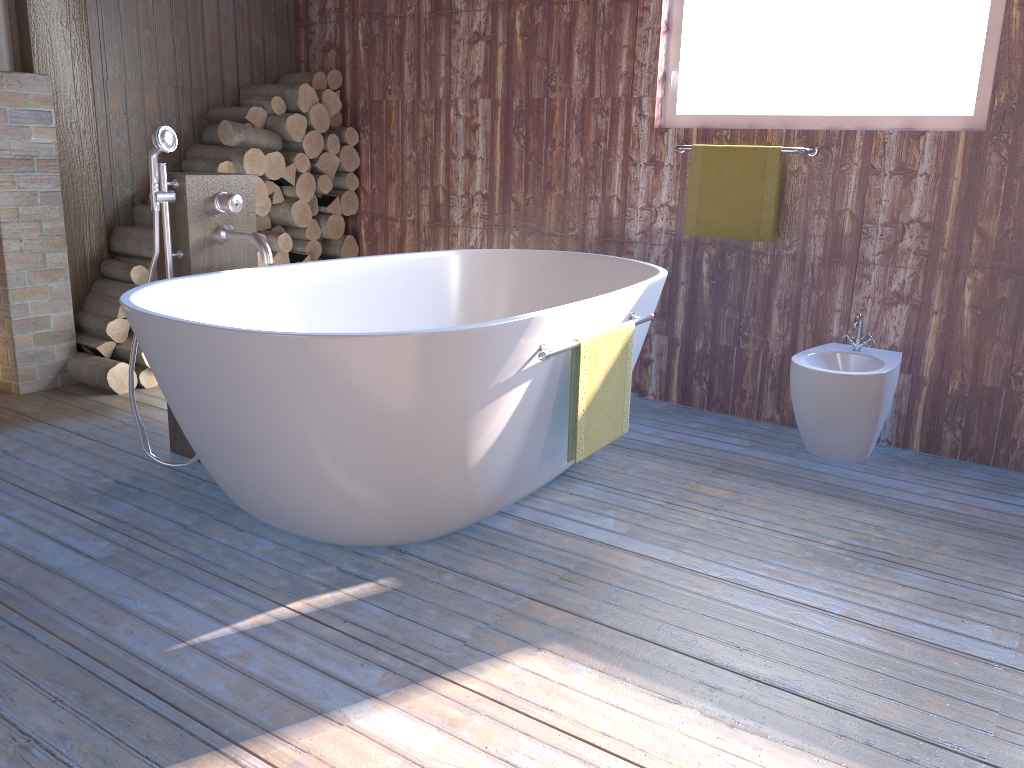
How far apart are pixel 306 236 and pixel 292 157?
0.4 meters

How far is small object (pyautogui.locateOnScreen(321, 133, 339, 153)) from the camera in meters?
4.5 m

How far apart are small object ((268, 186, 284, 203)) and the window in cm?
195

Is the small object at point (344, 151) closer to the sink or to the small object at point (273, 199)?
the small object at point (273, 199)

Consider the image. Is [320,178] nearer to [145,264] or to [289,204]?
[289,204]

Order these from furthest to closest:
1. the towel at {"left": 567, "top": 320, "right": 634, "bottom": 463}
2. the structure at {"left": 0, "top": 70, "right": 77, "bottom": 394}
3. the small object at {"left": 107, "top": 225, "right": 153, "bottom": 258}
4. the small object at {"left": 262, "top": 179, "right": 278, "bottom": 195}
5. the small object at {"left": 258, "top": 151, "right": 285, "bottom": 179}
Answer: the small object at {"left": 262, "top": 179, "right": 278, "bottom": 195}
the small object at {"left": 258, "top": 151, "right": 285, "bottom": 179}
the small object at {"left": 107, "top": 225, "right": 153, "bottom": 258}
the structure at {"left": 0, "top": 70, "right": 77, "bottom": 394}
the towel at {"left": 567, "top": 320, "right": 634, "bottom": 463}

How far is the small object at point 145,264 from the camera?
4.0m

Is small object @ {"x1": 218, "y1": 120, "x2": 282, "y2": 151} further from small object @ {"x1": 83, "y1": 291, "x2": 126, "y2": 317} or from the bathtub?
the bathtub

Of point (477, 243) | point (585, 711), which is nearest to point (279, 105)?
point (477, 243)

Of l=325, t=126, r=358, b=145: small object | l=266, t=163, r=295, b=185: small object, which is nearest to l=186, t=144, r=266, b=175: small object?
l=266, t=163, r=295, b=185: small object
